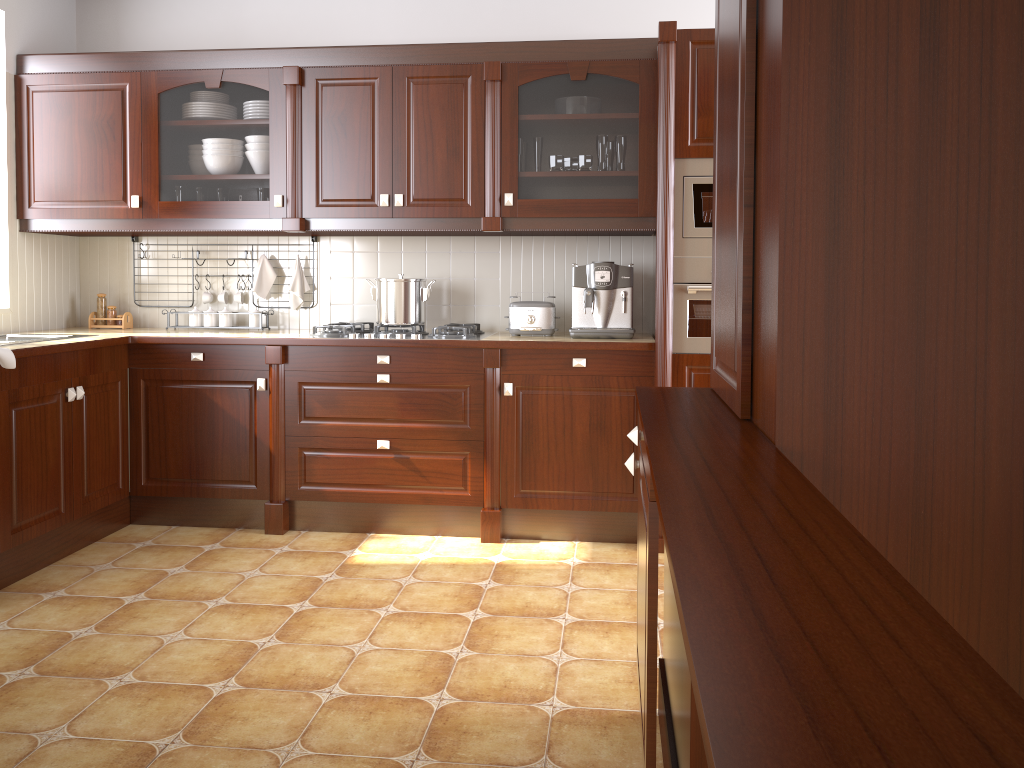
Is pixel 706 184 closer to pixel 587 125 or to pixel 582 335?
pixel 587 125

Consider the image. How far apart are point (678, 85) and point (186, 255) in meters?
2.4

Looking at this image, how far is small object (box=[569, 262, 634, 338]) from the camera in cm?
362

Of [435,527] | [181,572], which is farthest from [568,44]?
[181,572]

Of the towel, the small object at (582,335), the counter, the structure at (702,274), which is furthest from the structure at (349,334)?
the towel

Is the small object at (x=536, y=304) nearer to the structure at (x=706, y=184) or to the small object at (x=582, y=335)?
the small object at (x=582, y=335)

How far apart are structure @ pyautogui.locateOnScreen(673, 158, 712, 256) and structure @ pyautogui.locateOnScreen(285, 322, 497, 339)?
0.9 meters

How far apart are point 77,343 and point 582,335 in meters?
1.9 m

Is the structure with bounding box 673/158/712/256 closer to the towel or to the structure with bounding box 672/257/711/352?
the structure with bounding box 672/257/711/352

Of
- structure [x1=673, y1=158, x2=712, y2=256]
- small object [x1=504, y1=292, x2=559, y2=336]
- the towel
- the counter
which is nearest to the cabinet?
structure [x1=673, y1=158, x2=712, y2=256]
